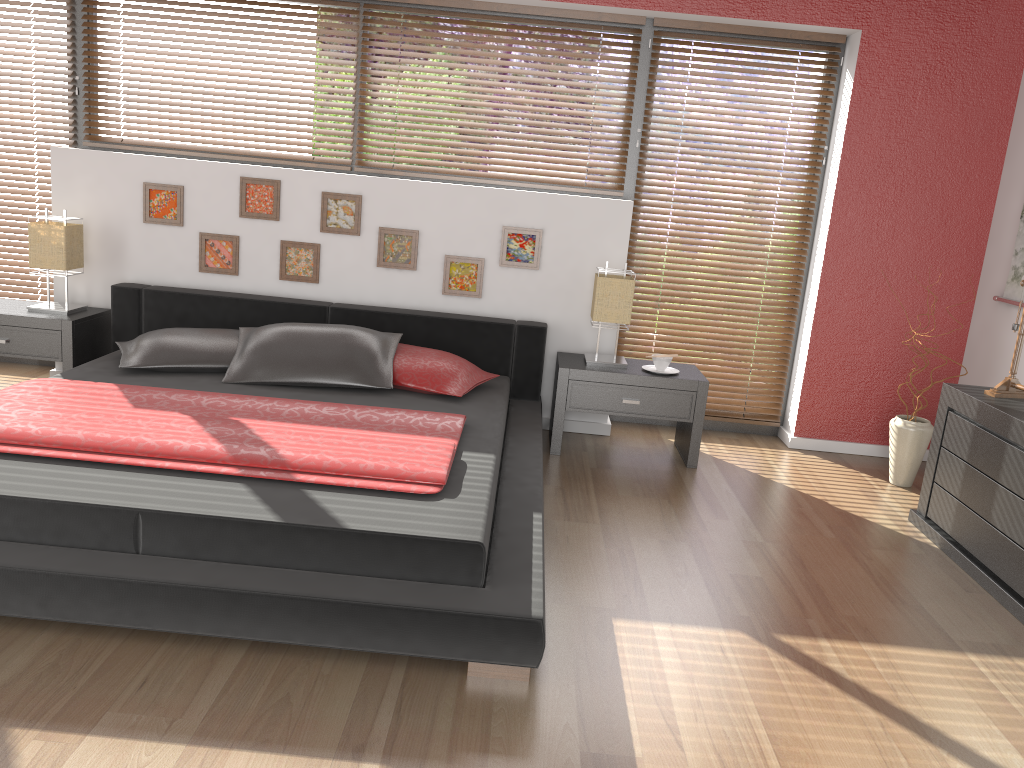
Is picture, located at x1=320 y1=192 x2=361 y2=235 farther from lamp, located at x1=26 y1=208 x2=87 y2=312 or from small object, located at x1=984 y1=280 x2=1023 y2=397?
small object, located at x1=984 y1=280 x2=1023 y2=397

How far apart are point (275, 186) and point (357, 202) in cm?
41

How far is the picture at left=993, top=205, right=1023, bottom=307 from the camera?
4.1 meters

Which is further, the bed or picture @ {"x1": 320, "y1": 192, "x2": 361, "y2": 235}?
picture @ {"x1": 320, "y1": 192, "x2": 361, "y2": 235}

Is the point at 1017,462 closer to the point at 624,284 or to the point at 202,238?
the point at 624,284

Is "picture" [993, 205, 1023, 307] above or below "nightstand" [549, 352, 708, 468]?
above

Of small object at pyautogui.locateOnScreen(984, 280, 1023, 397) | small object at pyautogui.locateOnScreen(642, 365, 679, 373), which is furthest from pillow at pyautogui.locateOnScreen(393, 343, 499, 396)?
small object at pyautogui.locateOnScreen(984, 280, 1023, 397)

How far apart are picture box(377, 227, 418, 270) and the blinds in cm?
120

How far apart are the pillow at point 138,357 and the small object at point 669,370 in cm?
193

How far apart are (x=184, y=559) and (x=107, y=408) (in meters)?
0.94
